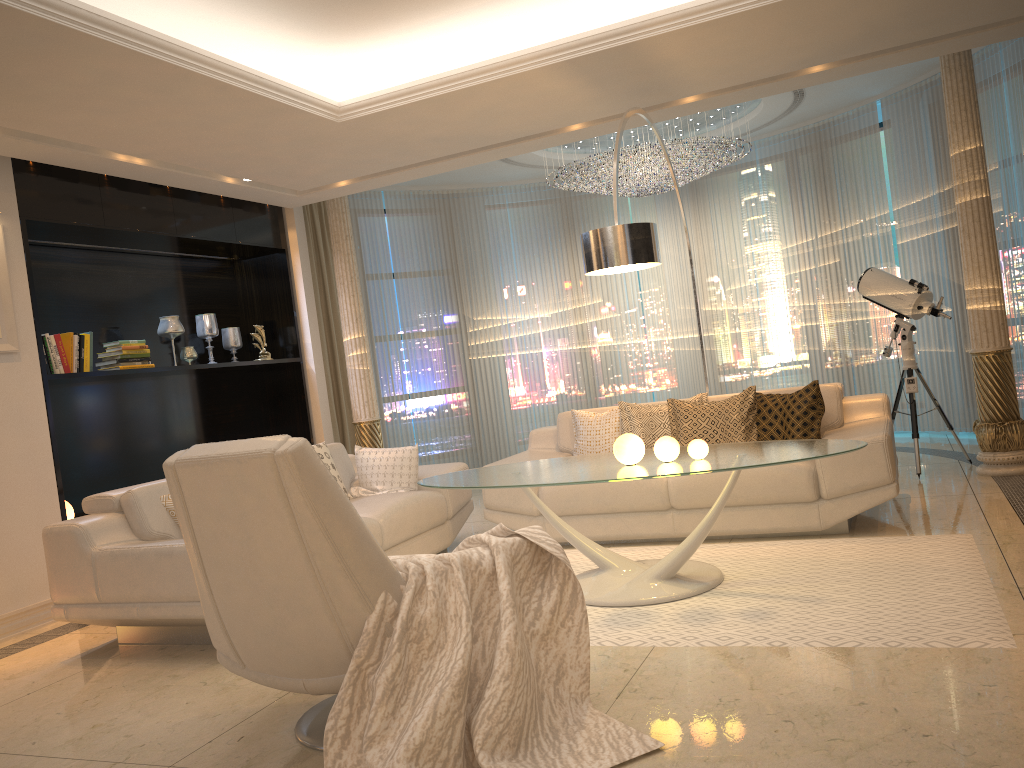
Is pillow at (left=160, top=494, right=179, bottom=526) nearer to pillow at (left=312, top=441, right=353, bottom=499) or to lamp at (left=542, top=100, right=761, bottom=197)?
pillow at (left=312, top=441, right=353, bottom=499)

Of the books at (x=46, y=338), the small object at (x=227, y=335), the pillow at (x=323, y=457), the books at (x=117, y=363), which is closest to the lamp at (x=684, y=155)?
the small object at (x=227, y=335)

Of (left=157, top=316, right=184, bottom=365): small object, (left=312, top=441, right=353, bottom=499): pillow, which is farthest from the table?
(left=157, top=316, right=184, bottom=365): small object

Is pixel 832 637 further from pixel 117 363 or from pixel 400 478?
pixel 117 363

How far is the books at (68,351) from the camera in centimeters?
548cm

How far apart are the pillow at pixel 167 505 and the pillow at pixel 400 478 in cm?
133

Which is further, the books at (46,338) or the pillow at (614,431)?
the pillow at (614,431)

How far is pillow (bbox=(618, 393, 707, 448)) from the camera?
5.4 meters

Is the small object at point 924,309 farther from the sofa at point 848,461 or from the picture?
the picture

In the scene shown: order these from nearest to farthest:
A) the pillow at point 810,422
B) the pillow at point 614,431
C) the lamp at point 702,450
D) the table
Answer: the table
the lamp at point 702,450
the pillow at point 810,422
the pillow at point 614,431
